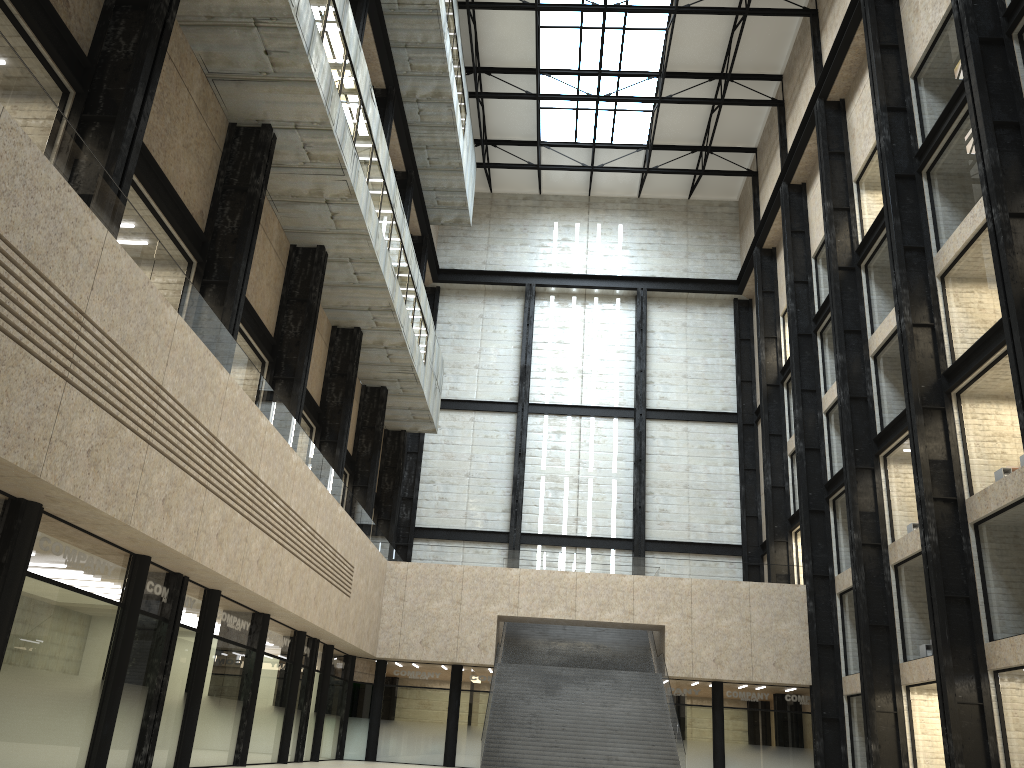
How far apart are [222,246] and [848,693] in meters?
40.8 m
